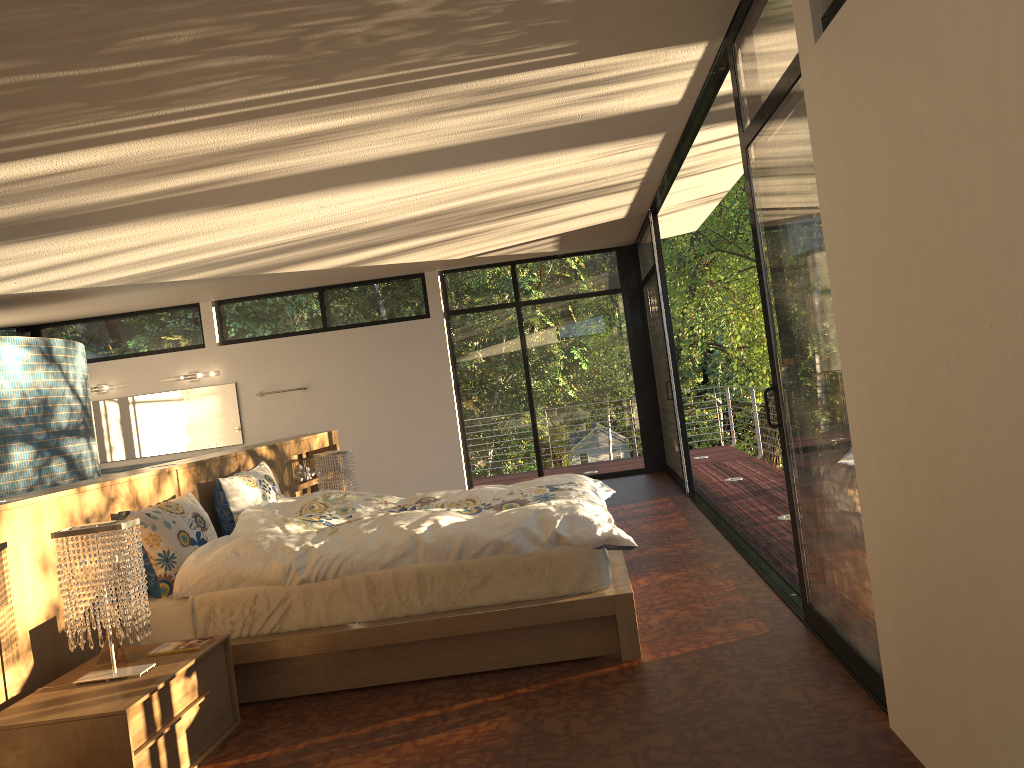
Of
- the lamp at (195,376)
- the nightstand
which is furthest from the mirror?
the nightstand

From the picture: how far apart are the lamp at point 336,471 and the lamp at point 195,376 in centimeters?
415cm

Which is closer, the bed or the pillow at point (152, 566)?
the bed

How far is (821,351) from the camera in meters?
2.9

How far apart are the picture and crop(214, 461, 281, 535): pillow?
1.4m

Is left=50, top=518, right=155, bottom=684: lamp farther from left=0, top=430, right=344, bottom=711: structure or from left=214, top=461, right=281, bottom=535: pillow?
left=214, top=461, right=281, bottom=535: pillow

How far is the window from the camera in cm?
286

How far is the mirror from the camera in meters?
9.7

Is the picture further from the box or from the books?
the box

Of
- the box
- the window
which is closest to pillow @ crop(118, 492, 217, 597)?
the box
